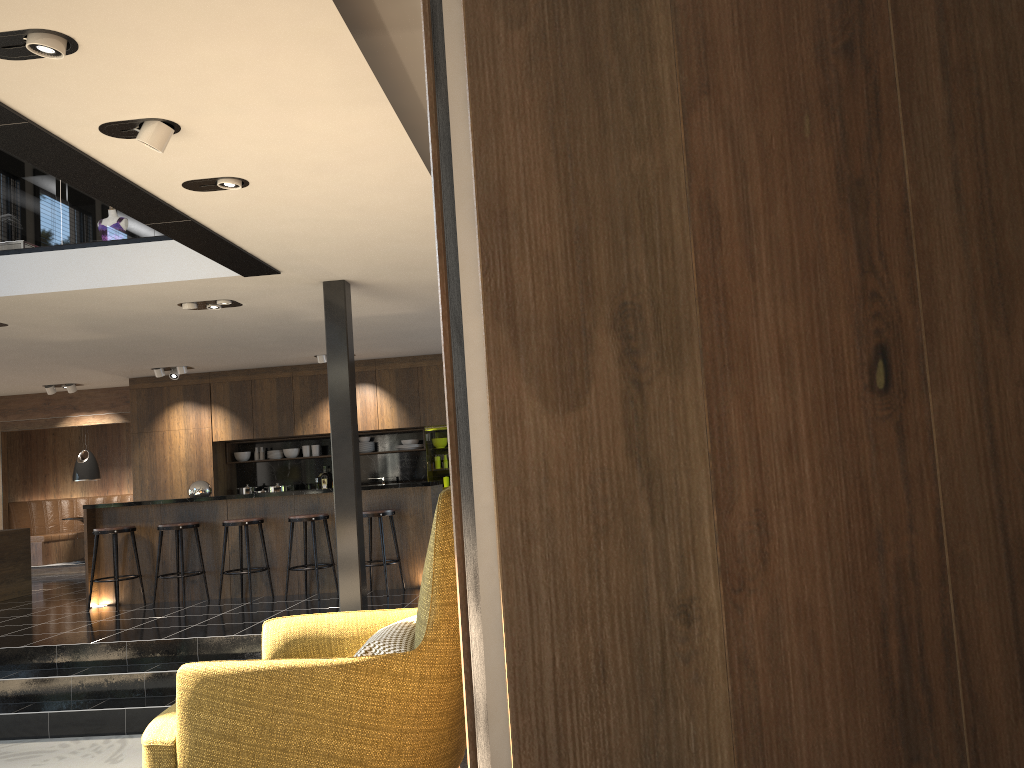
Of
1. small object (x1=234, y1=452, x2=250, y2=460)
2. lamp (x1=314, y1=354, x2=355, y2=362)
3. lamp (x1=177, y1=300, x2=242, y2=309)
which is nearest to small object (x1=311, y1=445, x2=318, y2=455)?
small object (x1=234, y1=452, x2=250, y2=460)

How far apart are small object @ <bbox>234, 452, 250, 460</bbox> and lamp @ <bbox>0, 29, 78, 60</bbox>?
9.83m

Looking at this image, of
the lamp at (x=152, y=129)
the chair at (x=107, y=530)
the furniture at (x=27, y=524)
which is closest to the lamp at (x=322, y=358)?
the chair at (x=107, y=530)

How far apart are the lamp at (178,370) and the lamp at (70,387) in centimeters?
187cm

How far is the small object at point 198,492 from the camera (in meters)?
8.93

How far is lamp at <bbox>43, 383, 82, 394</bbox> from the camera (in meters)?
12.38

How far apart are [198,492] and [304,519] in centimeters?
128cm

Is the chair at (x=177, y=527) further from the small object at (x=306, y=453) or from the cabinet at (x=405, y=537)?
the small object at (x=306, y=453)

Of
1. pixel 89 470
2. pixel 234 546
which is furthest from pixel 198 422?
pixel 234 546

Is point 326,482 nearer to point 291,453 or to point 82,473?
point 291,453
